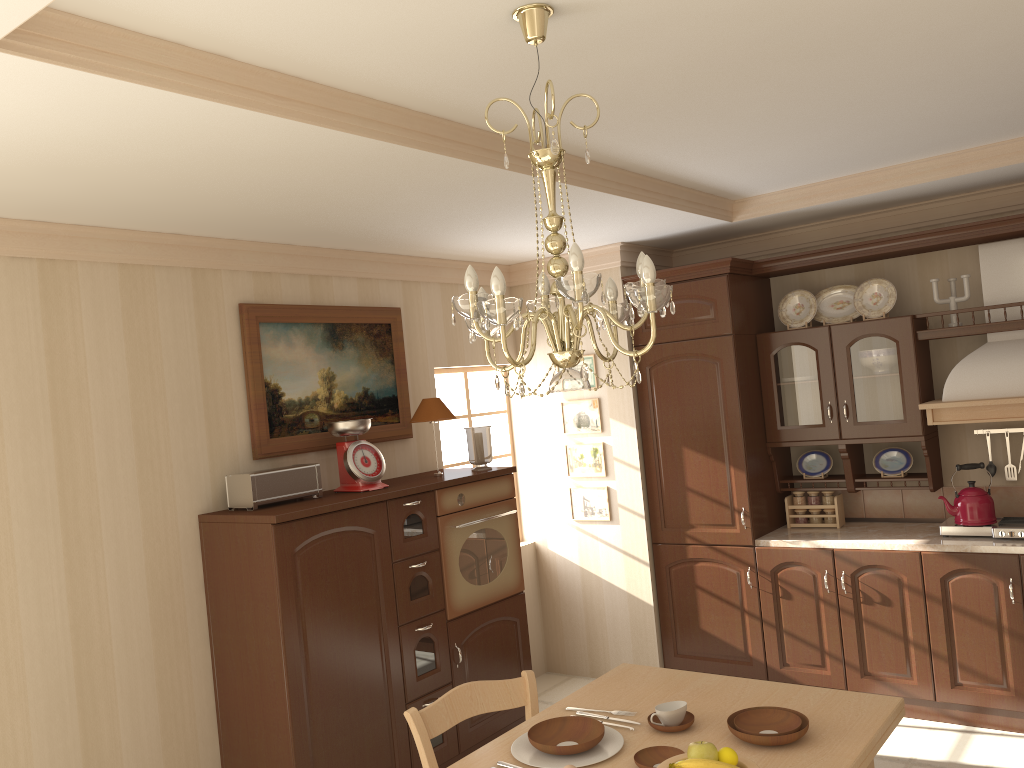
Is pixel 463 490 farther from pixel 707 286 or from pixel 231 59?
pixel 231 59

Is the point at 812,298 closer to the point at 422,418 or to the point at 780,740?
the point at 422,418

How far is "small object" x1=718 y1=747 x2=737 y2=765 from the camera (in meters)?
1.94

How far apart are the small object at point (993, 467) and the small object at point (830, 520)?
0.8 meters

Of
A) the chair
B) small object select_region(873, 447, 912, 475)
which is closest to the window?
small object select_region(873, 447, 912, 475)

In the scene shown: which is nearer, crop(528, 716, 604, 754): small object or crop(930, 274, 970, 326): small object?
crop(528, 716, 604, 754): small object

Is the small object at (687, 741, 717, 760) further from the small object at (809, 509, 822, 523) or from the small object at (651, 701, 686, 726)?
the small object at (809, 509, 822, 523)

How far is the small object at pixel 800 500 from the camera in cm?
486

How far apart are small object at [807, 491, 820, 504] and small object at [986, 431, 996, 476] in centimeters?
85cm

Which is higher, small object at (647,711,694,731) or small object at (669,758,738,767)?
small object at (669,758,738,767)
